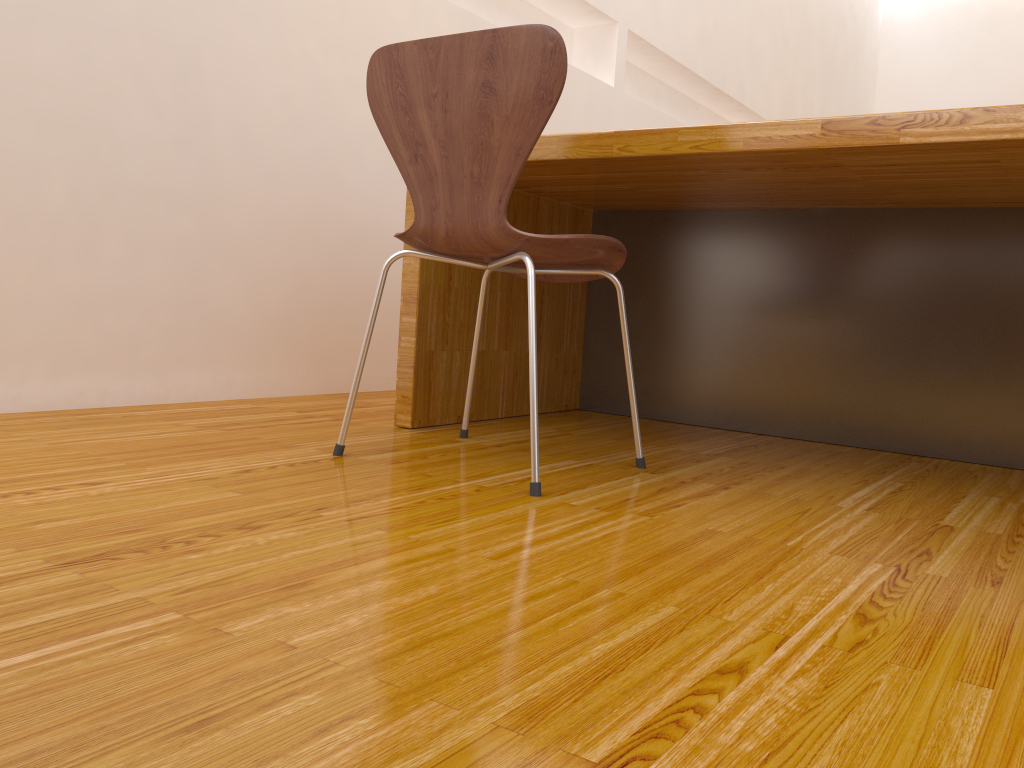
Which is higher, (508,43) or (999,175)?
(508,43)

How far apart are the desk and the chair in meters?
0.1

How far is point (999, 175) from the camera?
1.5m

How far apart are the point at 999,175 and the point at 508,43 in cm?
89

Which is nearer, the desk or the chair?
the chair

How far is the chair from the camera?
1.3m

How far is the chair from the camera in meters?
1.3

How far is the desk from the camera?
1.5 meters

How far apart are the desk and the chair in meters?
0.1
